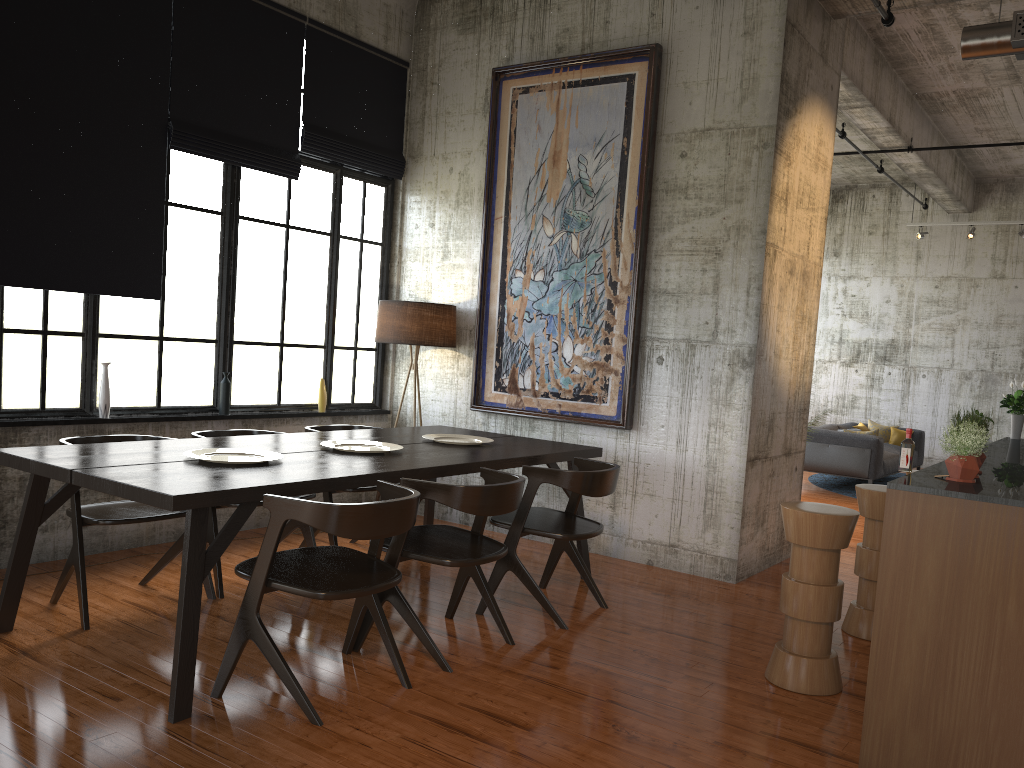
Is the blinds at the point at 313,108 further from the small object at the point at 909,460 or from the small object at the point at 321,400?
the small object at the point at 909,460

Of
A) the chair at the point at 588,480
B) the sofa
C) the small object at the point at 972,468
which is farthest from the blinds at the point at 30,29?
the sofa

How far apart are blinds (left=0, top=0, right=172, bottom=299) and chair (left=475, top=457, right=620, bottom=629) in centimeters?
318cm

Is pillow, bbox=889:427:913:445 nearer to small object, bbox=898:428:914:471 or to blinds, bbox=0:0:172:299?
small object, bbox=898:428:914:471

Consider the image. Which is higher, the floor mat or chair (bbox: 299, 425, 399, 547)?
chair (bbox: 299, 425, 399, 547)

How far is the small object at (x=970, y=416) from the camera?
4.12m

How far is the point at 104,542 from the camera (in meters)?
6.51

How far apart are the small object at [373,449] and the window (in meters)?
1.96

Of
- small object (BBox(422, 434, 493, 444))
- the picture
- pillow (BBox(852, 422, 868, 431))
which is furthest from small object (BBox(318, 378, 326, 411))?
pillow (BBox(852, 422, 868, 431))

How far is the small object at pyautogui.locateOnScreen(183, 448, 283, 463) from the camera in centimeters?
484cm
